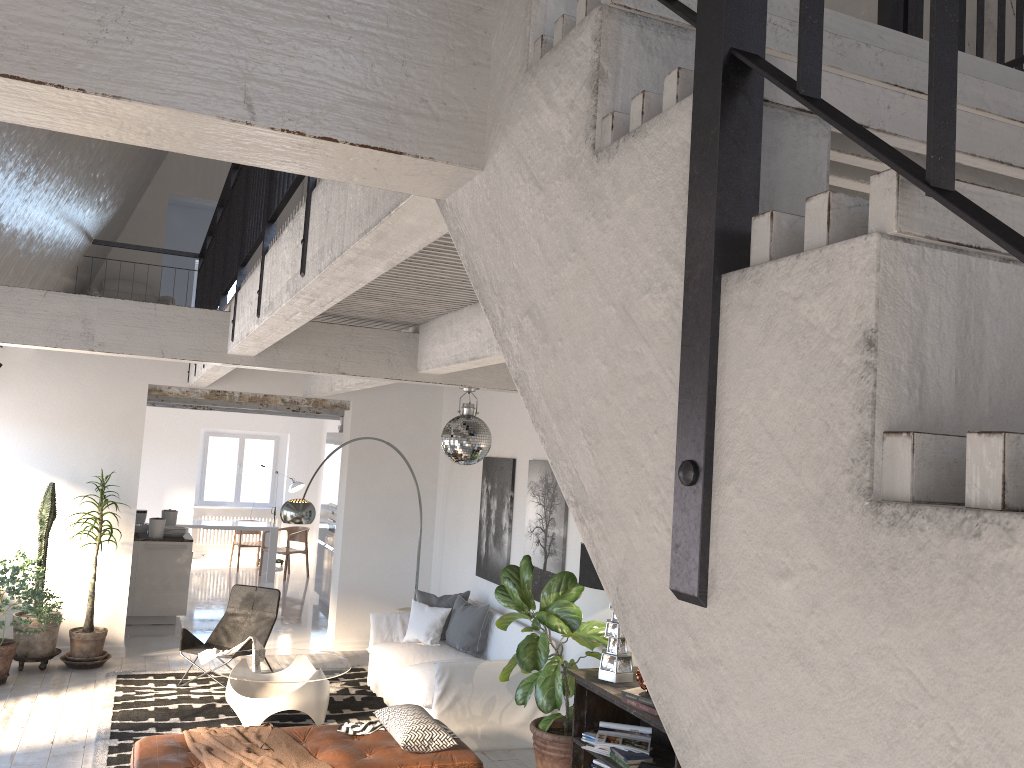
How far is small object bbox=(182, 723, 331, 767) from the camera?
5.1 meters

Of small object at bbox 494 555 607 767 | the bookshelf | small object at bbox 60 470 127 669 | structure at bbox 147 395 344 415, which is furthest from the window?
the bookshelf

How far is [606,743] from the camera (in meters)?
5.22

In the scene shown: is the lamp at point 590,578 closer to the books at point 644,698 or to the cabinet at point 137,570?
the books at point 644,698

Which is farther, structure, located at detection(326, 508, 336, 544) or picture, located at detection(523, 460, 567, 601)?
structure, located at detection(326, 508, 336, 544)

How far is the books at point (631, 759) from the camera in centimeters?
505cm

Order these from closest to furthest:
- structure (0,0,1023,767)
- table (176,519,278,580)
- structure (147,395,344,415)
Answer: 1. structure (0,0,1023,767)
2. structure (147,395,344,415)
3. table (176,519,278,580)

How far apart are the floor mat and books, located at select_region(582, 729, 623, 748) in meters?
2.5 m

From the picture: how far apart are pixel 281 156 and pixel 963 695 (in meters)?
1.17

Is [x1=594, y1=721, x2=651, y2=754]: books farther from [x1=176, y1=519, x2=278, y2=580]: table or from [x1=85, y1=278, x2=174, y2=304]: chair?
[x1=176, y1=519, x2=278, y2=580]: table
